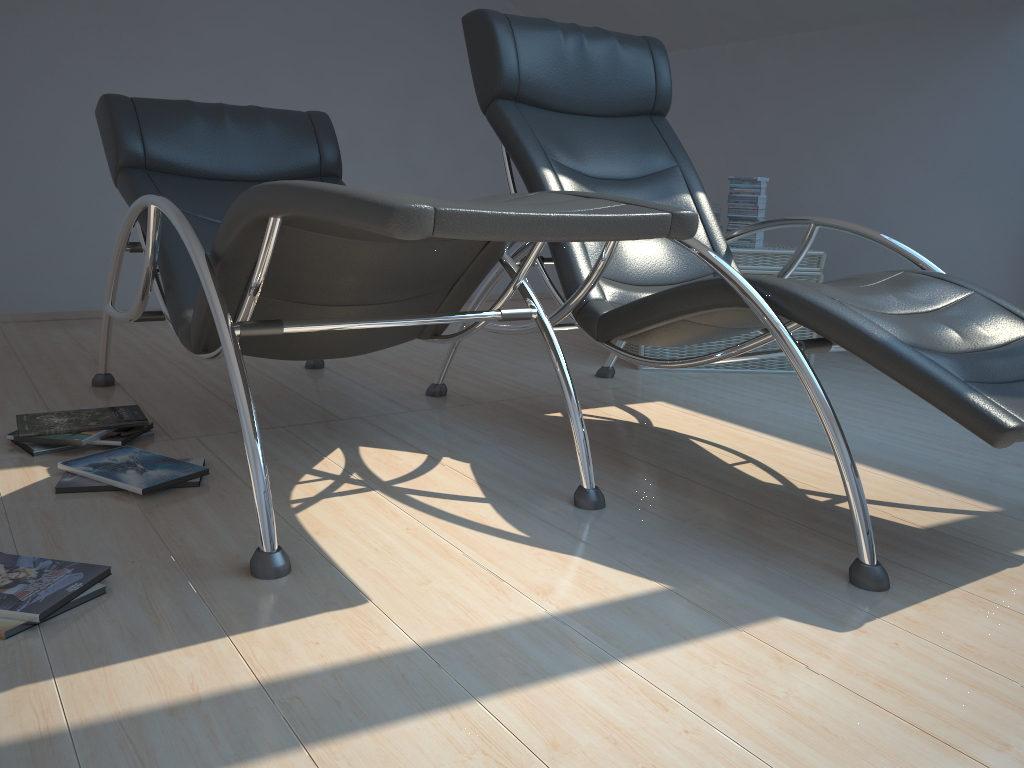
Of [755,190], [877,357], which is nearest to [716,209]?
[755,190]

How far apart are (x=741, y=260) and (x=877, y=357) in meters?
2.0 m

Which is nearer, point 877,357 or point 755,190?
point 877,357

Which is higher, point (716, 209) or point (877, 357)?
point (716, 209)

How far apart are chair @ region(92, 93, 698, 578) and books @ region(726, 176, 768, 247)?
1.7 meters

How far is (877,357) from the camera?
1.71m

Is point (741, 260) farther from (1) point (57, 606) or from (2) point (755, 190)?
(1) point (57, 606)

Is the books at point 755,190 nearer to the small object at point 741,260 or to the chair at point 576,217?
the small object at point 741,260

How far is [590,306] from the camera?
2.4 meters

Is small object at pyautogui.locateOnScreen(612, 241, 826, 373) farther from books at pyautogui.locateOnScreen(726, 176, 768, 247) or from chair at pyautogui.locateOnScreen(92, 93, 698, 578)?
chair at pyautogui.locateOnScreen(92, 93, 698, 578)
